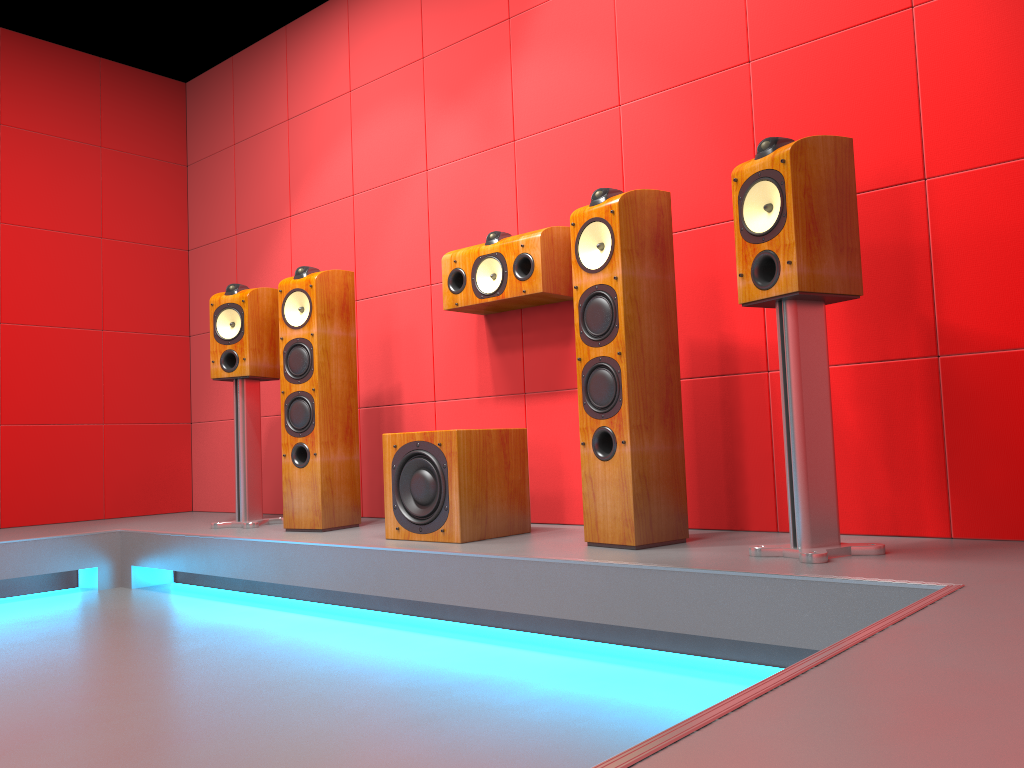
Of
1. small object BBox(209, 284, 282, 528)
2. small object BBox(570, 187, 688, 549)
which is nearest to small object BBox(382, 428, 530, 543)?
small object BBox(570, 187, 688, 549)

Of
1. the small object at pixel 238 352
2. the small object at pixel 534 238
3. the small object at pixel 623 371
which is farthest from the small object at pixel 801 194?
the small object at pixel 238 352

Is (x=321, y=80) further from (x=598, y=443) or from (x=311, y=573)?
(x=598, y=443)

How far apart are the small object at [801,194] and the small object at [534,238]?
0.9m

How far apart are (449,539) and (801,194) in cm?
148

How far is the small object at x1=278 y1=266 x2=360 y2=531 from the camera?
3.4 meters

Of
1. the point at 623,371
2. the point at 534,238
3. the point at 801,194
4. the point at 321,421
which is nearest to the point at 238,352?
the point at 321,421

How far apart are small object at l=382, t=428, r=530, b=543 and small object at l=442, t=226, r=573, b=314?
0.5m

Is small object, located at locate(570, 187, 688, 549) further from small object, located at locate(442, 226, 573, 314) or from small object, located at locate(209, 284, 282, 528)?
small object, located at locate(209, 284, 282, 528)

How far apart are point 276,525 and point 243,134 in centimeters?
223cm
